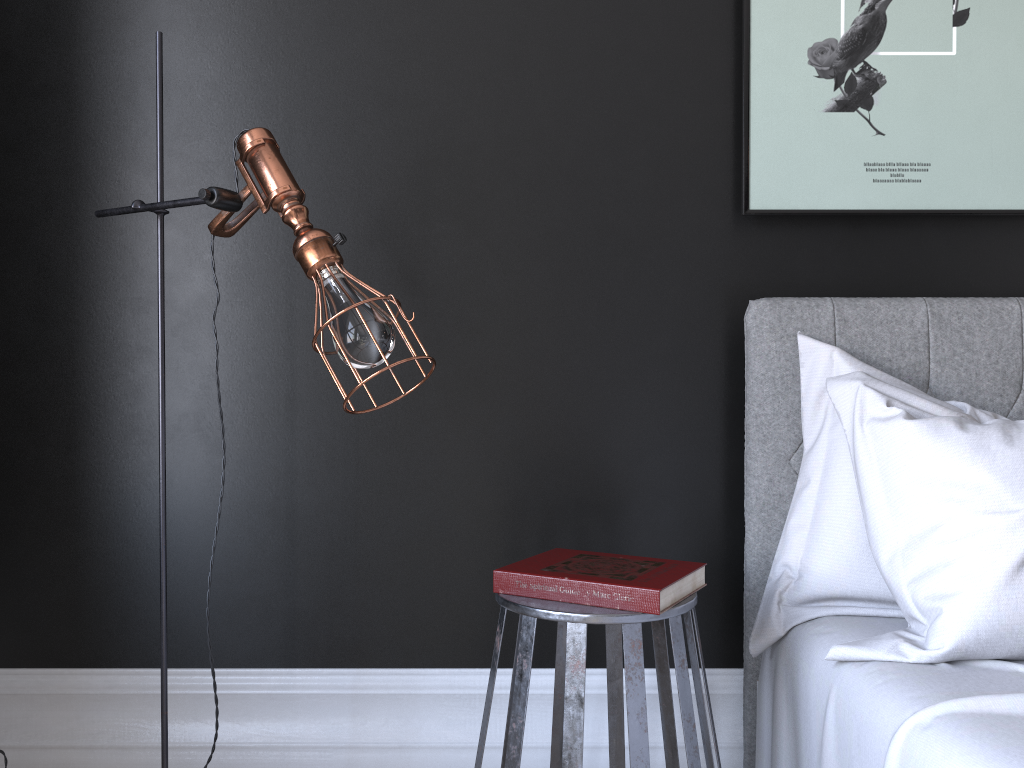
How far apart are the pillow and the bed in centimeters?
1cm

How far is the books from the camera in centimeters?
160cm

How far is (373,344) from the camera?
1.5m

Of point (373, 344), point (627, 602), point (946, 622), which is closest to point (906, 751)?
point (946, 622)

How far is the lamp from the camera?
1.5 meters

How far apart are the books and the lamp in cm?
50

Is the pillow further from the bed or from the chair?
the chair

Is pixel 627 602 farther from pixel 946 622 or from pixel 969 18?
pixel 969 18

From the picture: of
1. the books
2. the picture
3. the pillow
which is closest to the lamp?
the books

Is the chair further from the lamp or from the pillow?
the lamp
